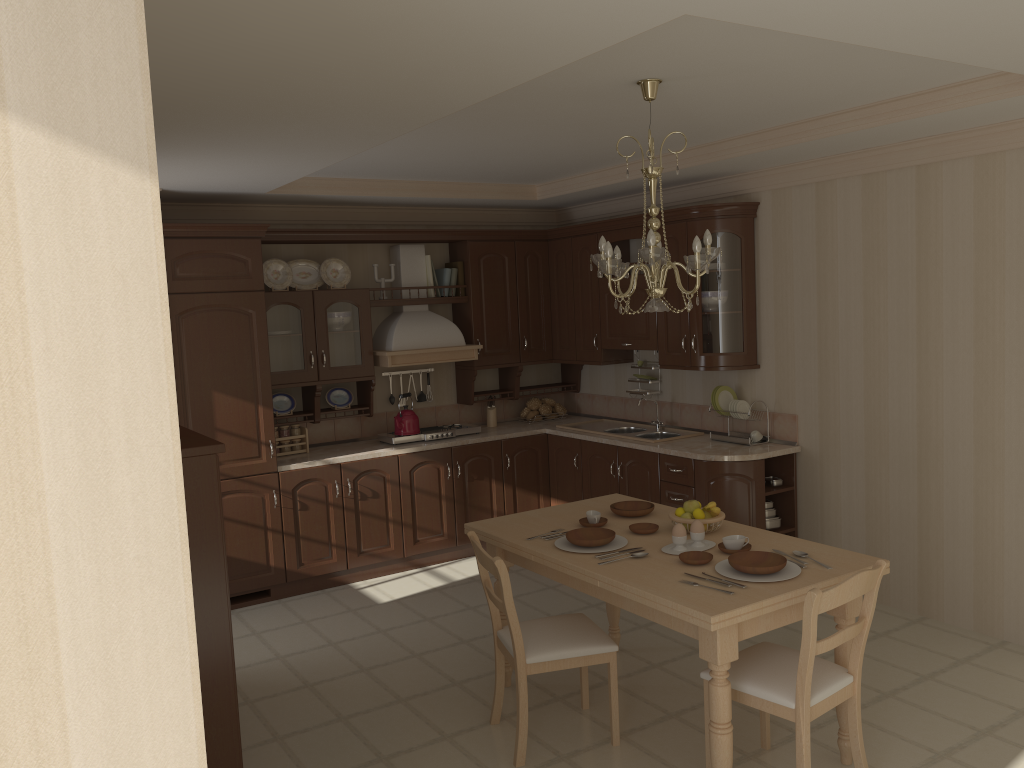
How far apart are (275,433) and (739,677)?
3.7m

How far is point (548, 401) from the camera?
7.0m

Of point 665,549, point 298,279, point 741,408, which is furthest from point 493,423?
point 665,549

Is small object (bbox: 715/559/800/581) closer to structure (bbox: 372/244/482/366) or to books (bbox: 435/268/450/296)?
structure (bbox: 372/244/482/366)

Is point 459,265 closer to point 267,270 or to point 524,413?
point 524,413

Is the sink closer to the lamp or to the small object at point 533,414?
the small object at point 533,414

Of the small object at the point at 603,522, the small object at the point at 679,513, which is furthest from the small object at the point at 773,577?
the small object at the point at 603,522

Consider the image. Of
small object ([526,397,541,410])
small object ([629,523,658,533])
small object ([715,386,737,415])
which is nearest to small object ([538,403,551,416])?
small object ([526,397,541,410])

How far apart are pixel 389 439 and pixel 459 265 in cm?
139

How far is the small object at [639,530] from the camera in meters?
3.7
